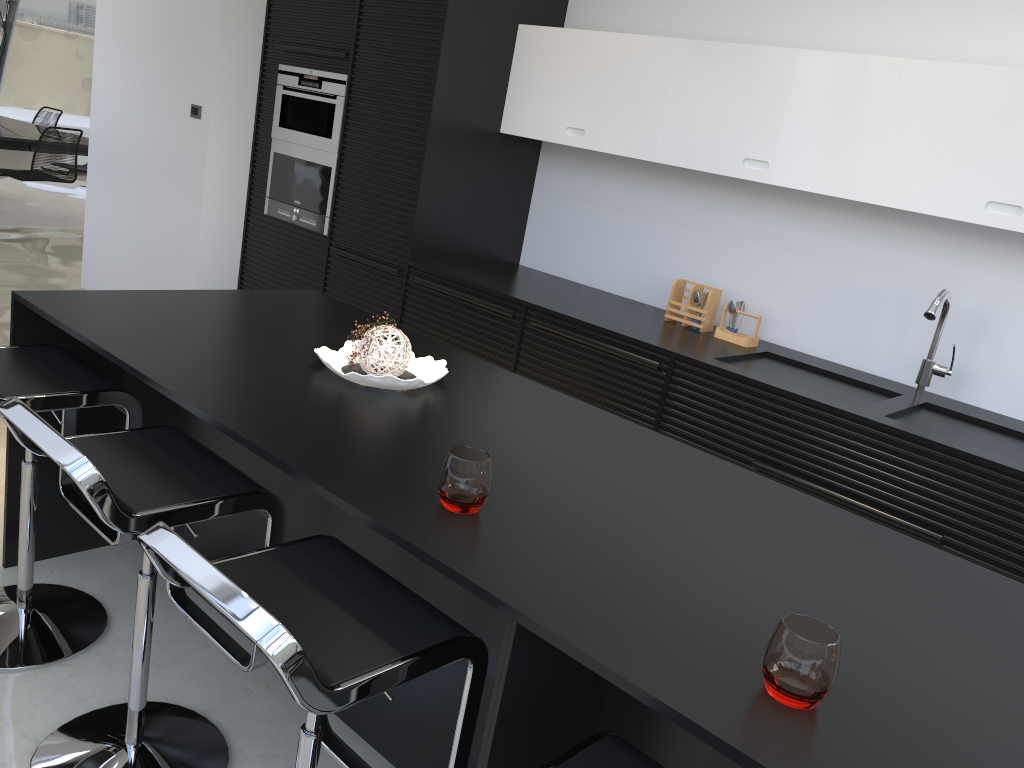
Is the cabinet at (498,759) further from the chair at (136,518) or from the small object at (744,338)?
the small object at (744,338)

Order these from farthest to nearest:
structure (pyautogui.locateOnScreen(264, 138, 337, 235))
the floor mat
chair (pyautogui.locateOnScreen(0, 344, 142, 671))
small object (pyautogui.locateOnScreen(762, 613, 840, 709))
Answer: the floor mat
structure (pyautogui.locateOnScreen(264, 138, 337, 235))
chair (pyautogui.locateOnScreen(0, 344, 142, 671))
small object (pyautogui.locateOnScreen(762, 613, 840, 709))

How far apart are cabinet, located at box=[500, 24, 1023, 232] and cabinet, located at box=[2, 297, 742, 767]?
2.3m

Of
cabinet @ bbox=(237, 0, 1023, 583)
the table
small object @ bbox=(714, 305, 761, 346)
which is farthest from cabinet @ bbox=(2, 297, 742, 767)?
the table

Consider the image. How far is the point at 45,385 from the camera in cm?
213

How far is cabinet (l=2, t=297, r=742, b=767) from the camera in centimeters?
140cm

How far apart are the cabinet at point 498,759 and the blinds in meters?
9.9 m

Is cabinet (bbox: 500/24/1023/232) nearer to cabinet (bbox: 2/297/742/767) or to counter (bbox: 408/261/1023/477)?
counter (bbox: 408/261/1023/477)

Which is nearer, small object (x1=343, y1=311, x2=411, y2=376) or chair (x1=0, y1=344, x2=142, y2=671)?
chair (x1=0, y1=344, x2=142, y2=671)

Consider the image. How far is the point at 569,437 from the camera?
2.13m
